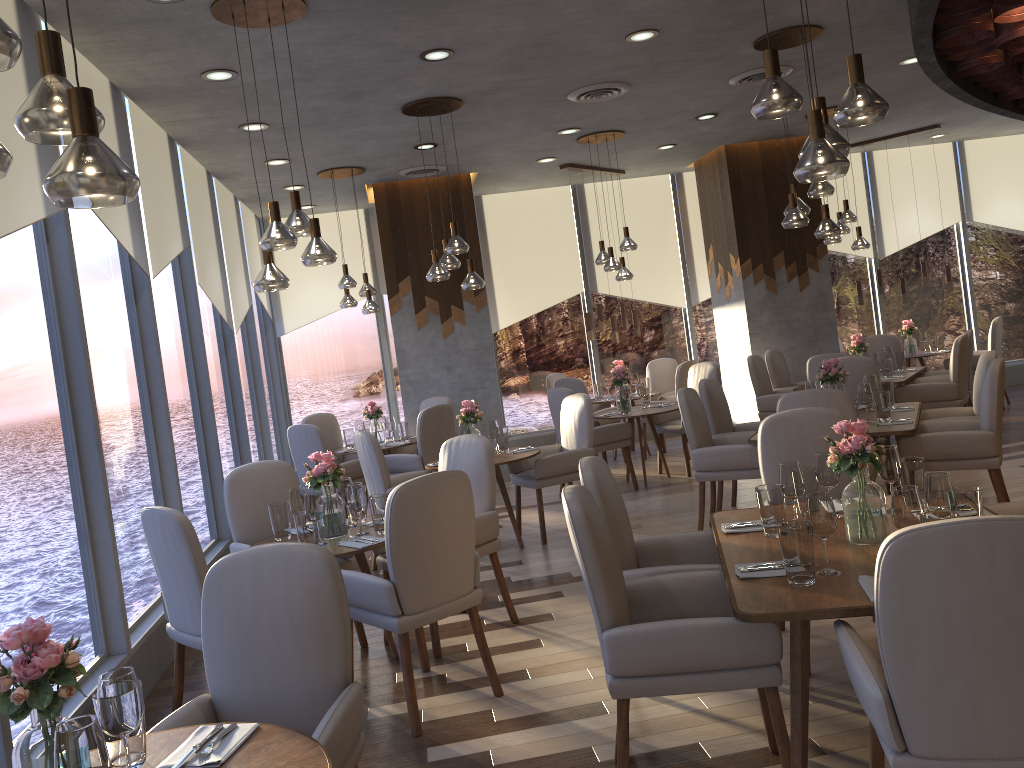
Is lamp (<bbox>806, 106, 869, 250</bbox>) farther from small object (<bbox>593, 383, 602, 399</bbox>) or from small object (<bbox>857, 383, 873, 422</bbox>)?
small object (<bbox>857, 383, 873, 422</bbox>)

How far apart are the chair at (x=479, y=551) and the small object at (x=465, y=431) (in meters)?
1.36

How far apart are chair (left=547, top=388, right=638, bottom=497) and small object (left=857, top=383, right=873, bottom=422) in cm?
254

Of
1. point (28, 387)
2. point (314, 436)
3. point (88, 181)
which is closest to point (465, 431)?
point (314, 436)

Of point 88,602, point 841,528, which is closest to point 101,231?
point 88,602

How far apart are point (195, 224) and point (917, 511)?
5.8 meters

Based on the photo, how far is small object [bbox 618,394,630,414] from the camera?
7.9m

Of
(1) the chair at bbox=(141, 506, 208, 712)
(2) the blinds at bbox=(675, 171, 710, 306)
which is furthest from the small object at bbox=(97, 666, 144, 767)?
(2) the blinds at bbox=(675, 171, 710, 306)

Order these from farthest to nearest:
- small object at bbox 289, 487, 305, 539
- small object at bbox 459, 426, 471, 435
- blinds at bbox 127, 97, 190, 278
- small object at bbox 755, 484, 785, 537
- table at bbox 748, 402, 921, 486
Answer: small object at bbox 459, 426, 471, 435, blinds at bbox 127, 97, 190, 278, table at bbox 748, 402, 921, 486, small object at bbox 289, 487, 305, 539, small object at bbox 755, 484, 785, 537

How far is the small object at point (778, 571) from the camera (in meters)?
2.76
